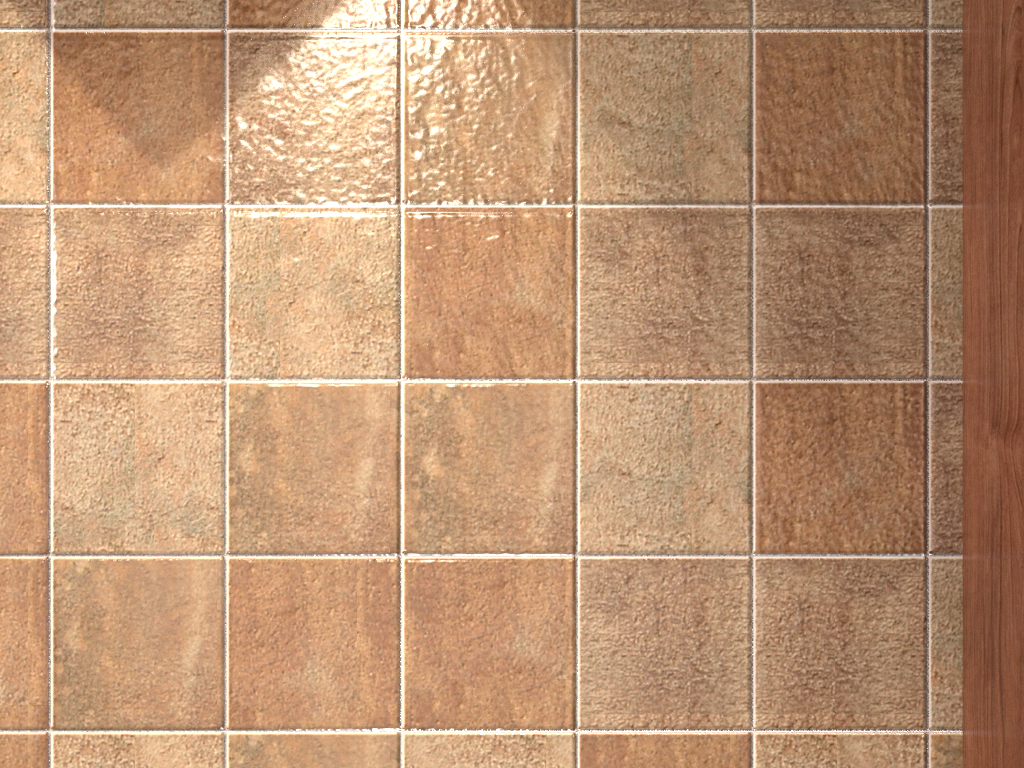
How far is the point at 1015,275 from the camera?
1.1m

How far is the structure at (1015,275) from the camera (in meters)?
1.14

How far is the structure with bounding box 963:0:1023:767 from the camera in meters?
1.1

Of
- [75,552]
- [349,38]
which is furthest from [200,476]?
[349,38]

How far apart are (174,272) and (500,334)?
0.5m
